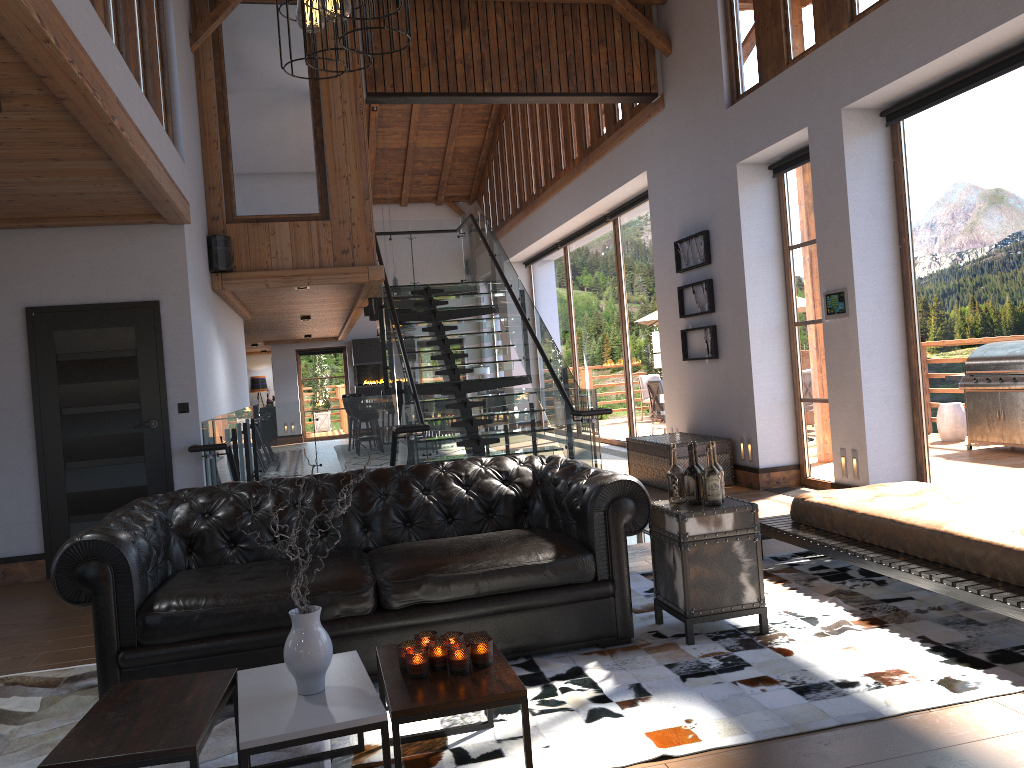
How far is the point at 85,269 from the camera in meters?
6.8

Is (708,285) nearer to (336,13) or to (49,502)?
(49,502)

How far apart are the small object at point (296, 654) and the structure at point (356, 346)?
18.0m

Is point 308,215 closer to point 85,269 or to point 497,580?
point 85,269

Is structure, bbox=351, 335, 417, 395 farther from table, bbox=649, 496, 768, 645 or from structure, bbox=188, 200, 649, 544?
table, bbox=649, 496, 768, 645

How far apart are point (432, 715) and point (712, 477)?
2.0 meters

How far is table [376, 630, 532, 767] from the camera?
2.6m

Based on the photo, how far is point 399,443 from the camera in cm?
796

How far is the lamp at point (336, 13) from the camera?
2.1 meters

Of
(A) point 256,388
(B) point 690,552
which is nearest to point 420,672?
(B) point 690,552
